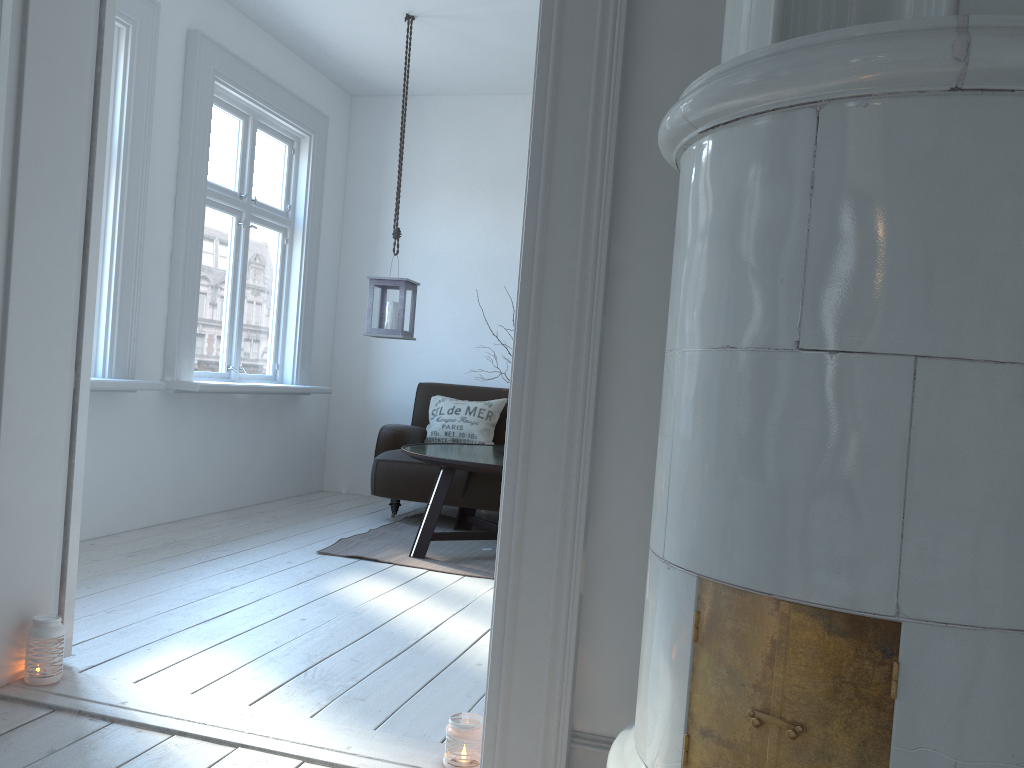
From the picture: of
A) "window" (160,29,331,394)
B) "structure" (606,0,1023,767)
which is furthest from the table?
"structure" (606,0,1023,767)

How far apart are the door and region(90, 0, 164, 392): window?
1.4 meters

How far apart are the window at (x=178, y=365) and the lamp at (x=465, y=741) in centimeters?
294cm

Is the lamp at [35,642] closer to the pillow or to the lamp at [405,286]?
the lamp at [405,286]

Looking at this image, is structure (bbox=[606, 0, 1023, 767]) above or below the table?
above

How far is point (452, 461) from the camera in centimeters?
405cm

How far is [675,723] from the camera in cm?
125

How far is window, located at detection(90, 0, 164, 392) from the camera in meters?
4.1 m

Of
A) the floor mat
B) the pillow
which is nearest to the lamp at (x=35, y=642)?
the floor mat

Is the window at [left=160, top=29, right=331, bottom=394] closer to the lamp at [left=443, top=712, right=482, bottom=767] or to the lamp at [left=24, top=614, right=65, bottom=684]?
the lamp at [left=24, top=614, right=65, bottom=684]
